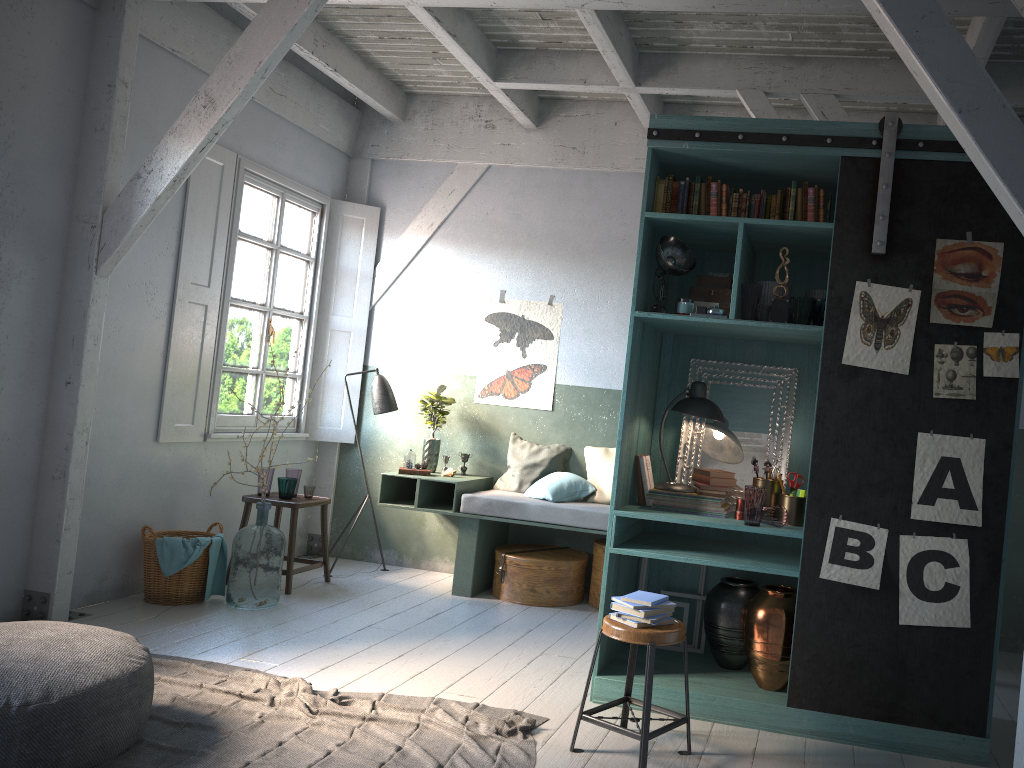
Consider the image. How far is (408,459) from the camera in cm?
767

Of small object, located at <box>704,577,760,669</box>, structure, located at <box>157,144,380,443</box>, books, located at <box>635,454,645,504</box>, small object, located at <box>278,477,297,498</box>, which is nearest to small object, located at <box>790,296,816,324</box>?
books, located at <box>635,454,645,504</box>

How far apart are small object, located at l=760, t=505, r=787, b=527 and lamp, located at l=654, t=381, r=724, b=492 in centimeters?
50cm

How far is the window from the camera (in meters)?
7.31

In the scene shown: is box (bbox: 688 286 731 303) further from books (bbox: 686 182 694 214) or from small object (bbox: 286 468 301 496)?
small object (bbox: 286 468 301 496)

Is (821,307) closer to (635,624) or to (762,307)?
(762,307)

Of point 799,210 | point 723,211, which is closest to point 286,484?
point 723,211

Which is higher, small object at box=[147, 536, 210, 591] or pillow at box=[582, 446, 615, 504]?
pillow at box=[582, 446, 615, 504]

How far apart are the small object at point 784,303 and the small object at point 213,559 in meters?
4.3

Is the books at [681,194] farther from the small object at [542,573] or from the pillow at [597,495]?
the small object at [542,573]
